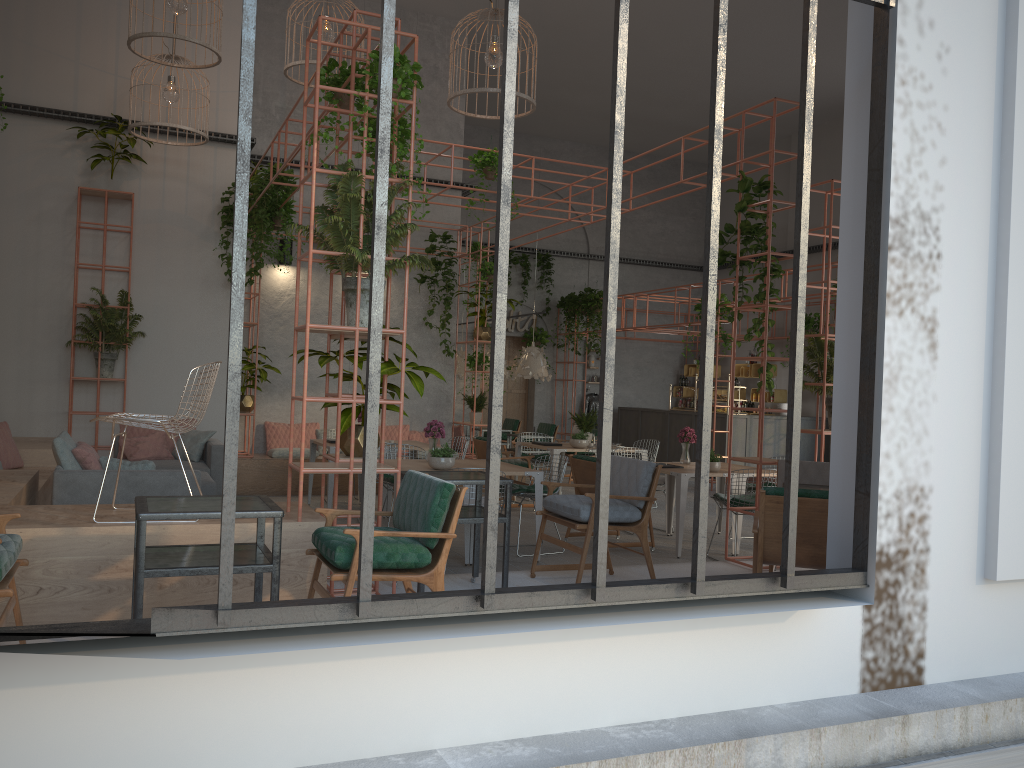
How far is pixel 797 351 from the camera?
3.7 meters

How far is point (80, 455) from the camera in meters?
6.8 m

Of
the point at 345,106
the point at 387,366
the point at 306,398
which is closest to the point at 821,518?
the point at 387,366

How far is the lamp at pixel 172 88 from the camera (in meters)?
10.03

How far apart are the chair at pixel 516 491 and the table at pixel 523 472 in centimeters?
22cm

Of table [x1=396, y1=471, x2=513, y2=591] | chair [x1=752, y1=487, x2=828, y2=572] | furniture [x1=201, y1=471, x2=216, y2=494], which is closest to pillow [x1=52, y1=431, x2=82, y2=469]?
furniture [x1=201, y1=471, x2=216, y2=494]

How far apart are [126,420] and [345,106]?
2.6m

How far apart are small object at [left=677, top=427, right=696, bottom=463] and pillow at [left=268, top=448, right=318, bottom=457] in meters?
5.4

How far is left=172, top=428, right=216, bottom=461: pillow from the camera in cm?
973

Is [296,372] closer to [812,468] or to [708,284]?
[812,468]
